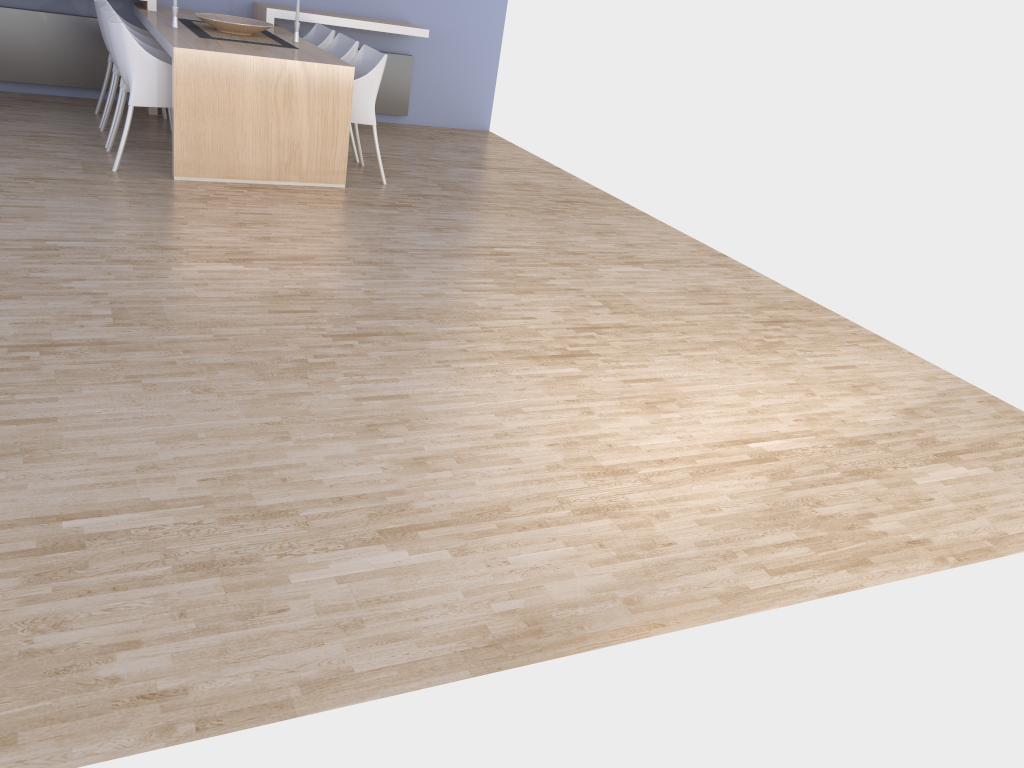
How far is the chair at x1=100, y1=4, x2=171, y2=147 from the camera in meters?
5.2 m

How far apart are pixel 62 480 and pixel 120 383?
0.6m

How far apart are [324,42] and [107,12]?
1.6 meters

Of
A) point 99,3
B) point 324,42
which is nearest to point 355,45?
point 324,42

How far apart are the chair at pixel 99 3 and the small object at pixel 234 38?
0.48m

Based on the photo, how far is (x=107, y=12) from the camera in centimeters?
523cm

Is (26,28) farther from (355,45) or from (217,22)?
(355,45)

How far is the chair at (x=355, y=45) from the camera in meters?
5.9

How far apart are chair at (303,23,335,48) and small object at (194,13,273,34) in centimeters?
50cm

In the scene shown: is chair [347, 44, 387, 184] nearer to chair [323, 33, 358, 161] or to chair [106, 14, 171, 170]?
chair [323, 33, 358, 161]
